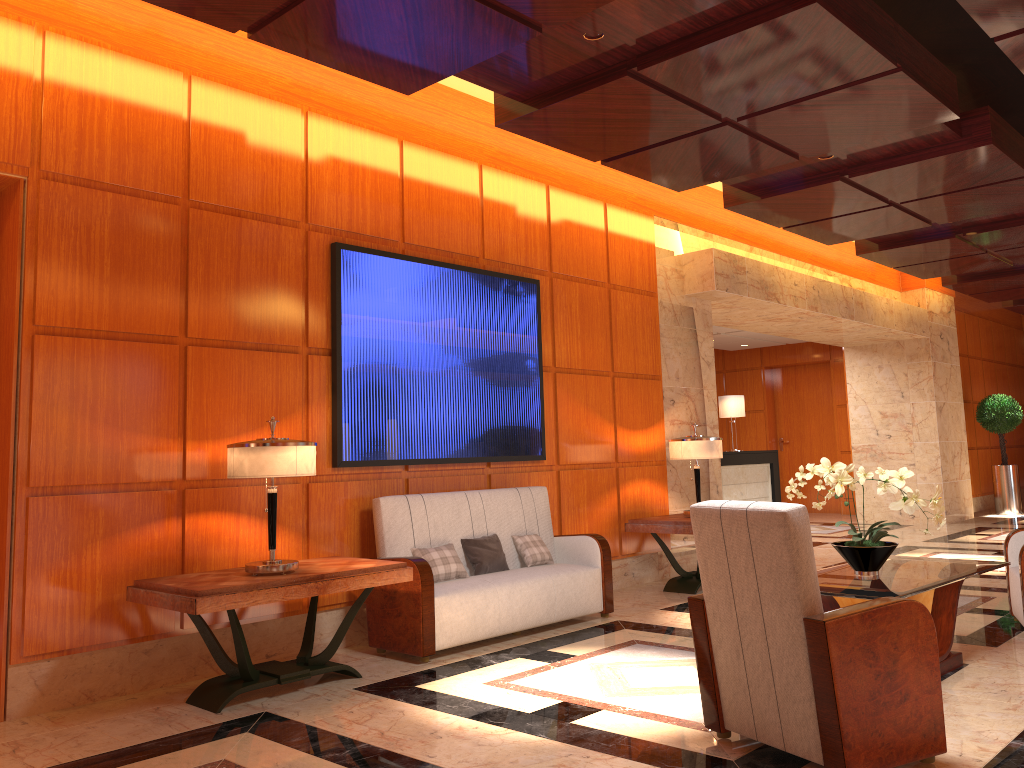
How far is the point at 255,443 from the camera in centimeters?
444cm

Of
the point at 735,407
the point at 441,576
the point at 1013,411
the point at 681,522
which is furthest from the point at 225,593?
the point at 1013,411

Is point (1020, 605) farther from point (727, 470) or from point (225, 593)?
point (727, 470)

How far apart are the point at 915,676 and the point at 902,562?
2.1m

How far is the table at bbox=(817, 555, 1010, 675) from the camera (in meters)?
4.18

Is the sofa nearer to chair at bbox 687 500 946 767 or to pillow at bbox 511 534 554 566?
pillow at bbox 511 534 554 566

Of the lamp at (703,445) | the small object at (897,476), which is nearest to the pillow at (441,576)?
the small object at (897,476)

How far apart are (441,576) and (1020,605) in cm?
352

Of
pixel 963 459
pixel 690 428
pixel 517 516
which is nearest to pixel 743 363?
pixel 963 459

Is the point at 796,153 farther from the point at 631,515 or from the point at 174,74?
the point at 174,74
